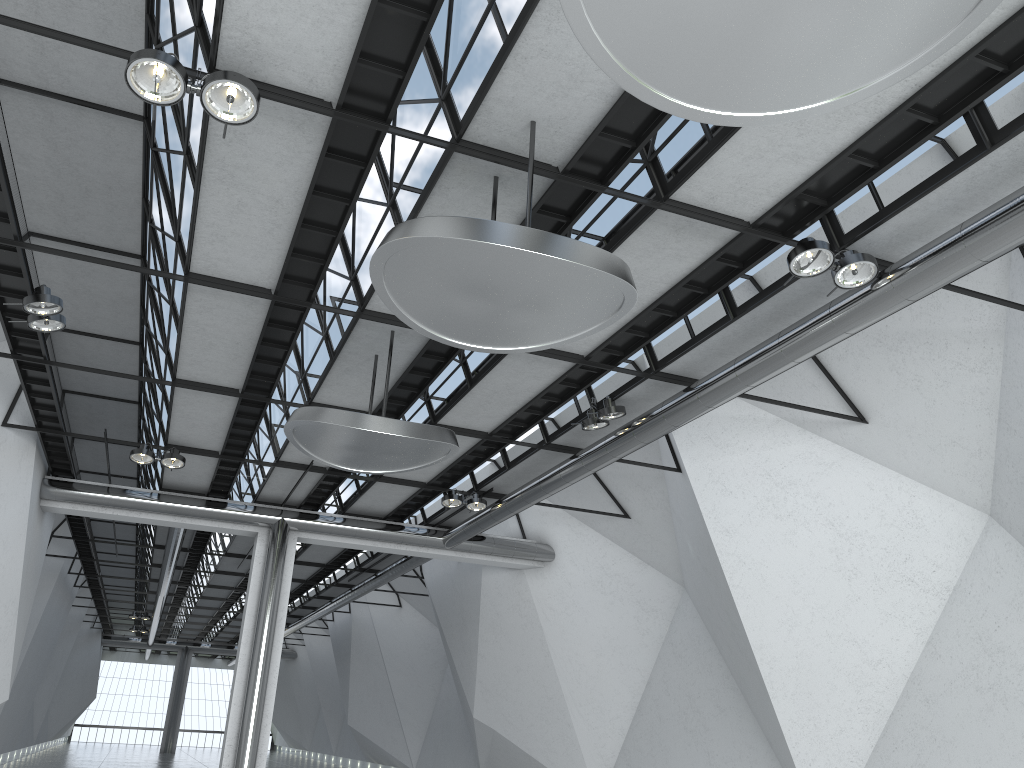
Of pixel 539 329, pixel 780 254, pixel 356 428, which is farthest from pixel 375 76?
pixel 780 254
